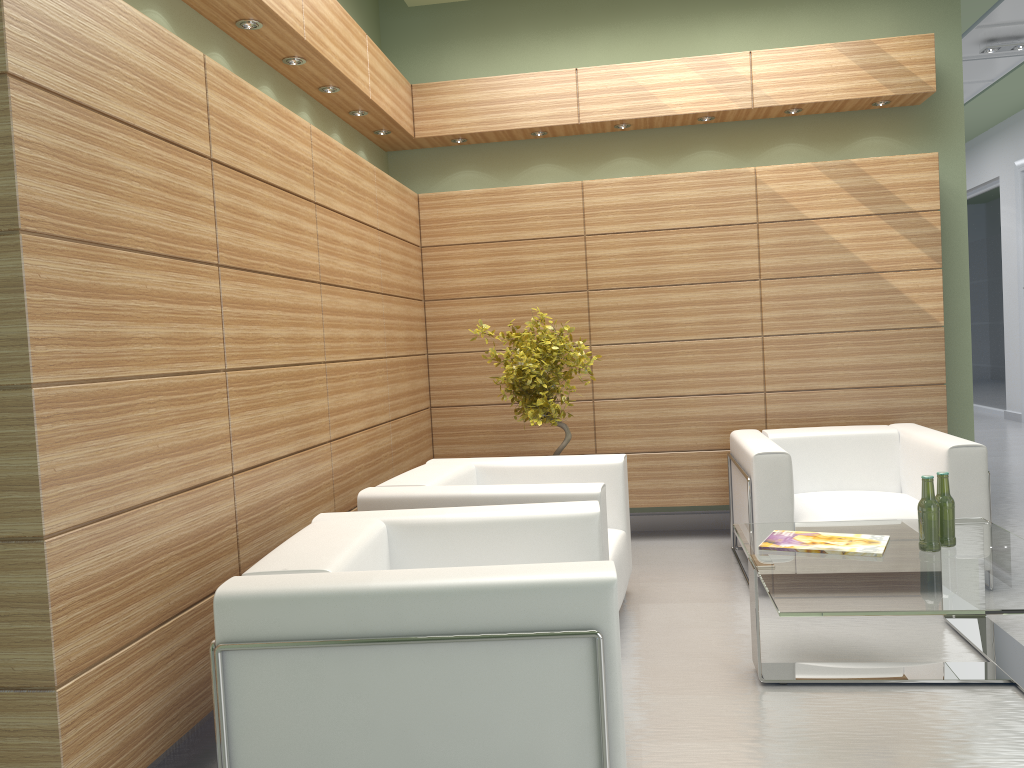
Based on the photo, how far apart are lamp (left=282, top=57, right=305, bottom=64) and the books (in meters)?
4.98

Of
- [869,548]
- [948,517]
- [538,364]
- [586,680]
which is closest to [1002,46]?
[538,364]

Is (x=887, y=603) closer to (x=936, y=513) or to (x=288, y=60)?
(x=936, y=513)

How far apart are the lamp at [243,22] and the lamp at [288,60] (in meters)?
0.71

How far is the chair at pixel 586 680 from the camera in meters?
3.7 m

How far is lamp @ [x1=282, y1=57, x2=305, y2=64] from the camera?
6.9m

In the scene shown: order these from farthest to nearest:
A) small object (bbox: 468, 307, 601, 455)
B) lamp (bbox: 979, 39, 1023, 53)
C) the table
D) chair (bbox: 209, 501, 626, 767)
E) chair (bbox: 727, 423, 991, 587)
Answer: lamp (bbox: 979, 39, 1023, 53) < small object (bbox: 468, 307, 601, 455) < chair (bbox: 727, 423, 991, 587) < the table < chair (bbox: 209, 501, 626, 767)

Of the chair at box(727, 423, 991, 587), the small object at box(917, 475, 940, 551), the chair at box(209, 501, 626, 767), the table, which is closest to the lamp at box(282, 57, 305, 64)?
the chair at box(209, 501, 626, 767)

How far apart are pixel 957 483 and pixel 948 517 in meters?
1.6

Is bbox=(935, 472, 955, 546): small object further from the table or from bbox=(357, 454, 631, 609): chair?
bbox=(357, 454, 631, 609): chair
